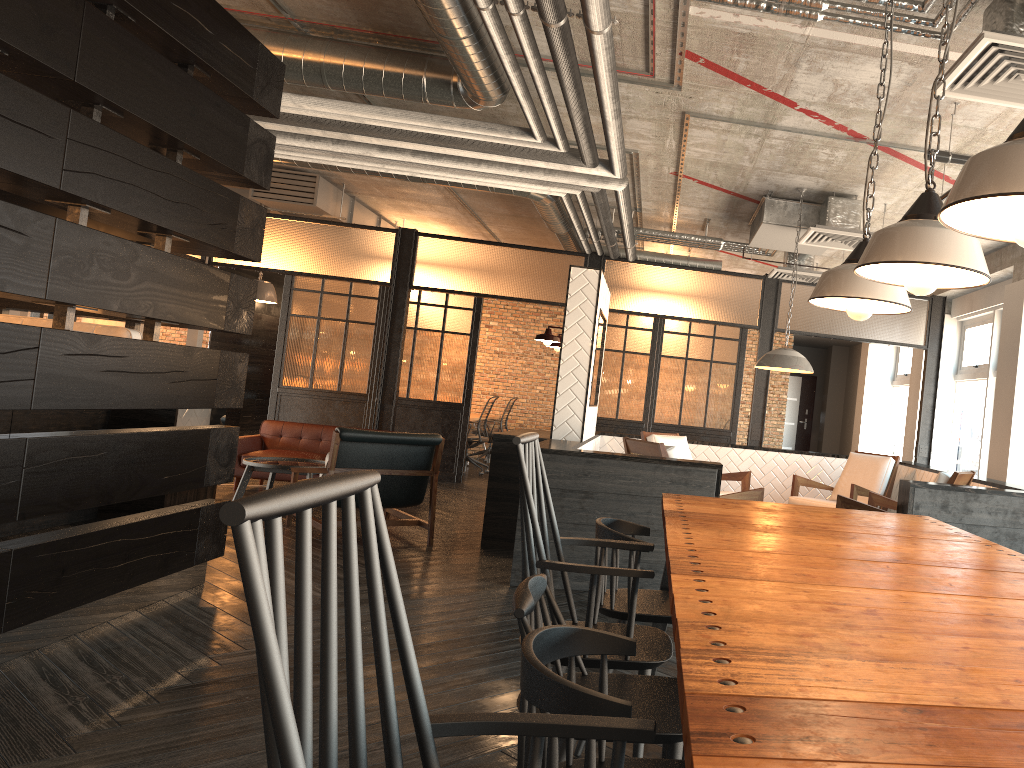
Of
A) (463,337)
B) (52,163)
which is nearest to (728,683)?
(52,163)

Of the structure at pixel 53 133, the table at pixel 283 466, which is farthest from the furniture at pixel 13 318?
the table at pixel 283 466

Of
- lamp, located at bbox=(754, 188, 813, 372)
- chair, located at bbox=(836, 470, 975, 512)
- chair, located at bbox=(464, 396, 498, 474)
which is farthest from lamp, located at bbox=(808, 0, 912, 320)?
chair, located at bbox=(464, 396, 498, 474)

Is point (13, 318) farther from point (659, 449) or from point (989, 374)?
point (989, 374)

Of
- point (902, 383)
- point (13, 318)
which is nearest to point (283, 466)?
point (13, 318)

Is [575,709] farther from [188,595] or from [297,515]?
[188,595]

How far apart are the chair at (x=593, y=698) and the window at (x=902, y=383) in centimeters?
1119cm

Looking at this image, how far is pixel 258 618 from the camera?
0.8m

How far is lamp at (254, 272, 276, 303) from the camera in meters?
11.8

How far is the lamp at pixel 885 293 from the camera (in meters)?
2.52
